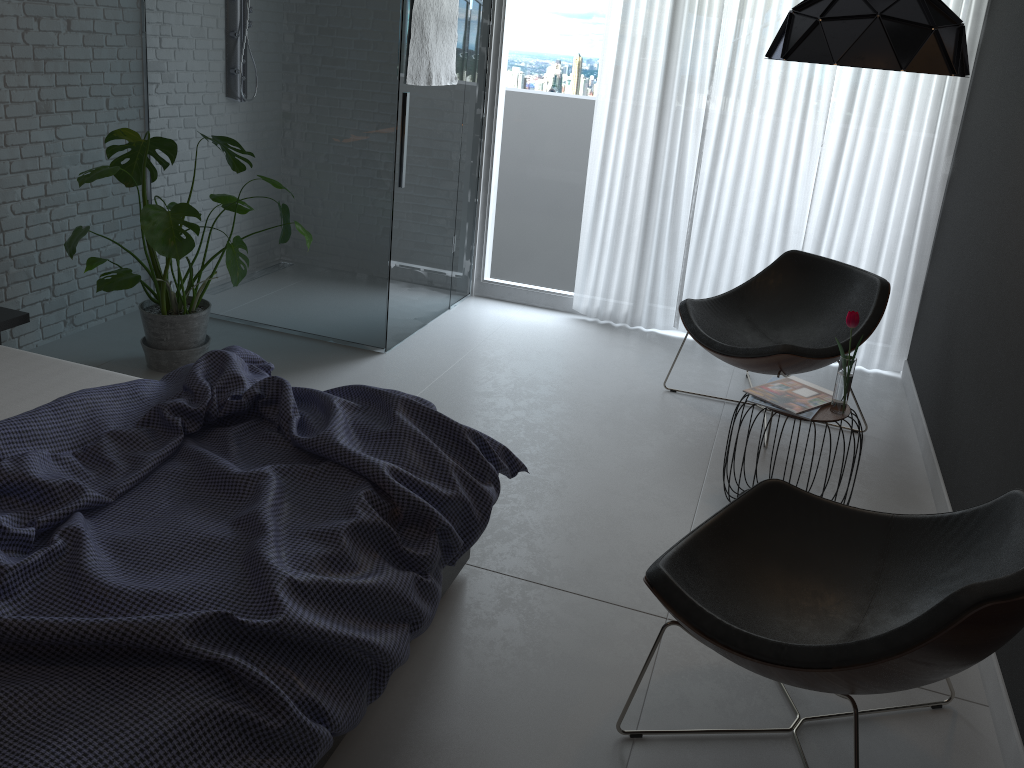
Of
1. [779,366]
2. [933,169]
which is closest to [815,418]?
[779,366]

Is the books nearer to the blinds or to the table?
the table

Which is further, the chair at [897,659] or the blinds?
the blinds

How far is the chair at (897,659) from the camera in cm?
166

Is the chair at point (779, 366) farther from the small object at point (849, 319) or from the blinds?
the small object at point (849, 319)

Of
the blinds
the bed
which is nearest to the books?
the bed

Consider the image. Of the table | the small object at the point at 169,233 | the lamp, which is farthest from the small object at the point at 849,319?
the small object at the point at 169,233

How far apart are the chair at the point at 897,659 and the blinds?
2.53m

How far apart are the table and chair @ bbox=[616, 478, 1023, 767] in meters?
0.6

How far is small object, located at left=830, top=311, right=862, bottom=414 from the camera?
2.9 meters
